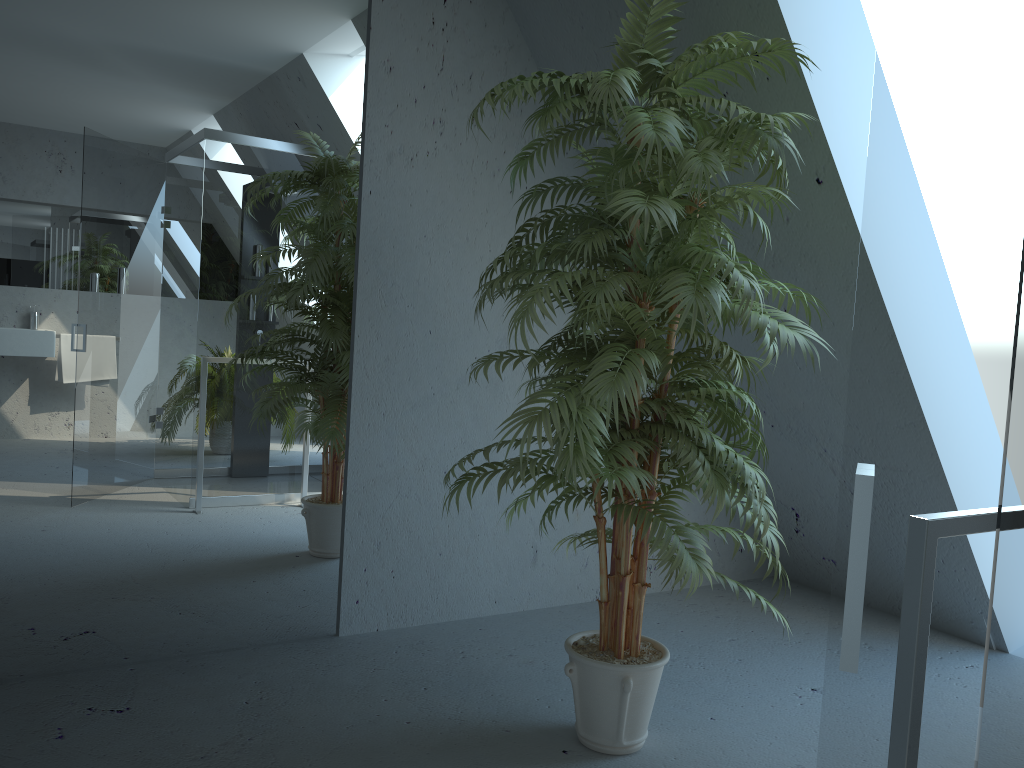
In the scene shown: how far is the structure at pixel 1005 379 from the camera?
0.7 meters

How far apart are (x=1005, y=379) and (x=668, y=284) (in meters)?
1.34

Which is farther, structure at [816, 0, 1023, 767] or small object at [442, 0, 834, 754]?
small object at [442, 0, 834, 754]

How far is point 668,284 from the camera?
1.98m

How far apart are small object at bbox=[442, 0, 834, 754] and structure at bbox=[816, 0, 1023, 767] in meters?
1.2 m

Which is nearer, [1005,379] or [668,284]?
[1005,379]

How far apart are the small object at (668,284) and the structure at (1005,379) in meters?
1.2

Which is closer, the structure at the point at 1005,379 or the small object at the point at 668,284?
the structure at the point at 1005,379

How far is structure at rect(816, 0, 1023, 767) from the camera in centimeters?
66cm
